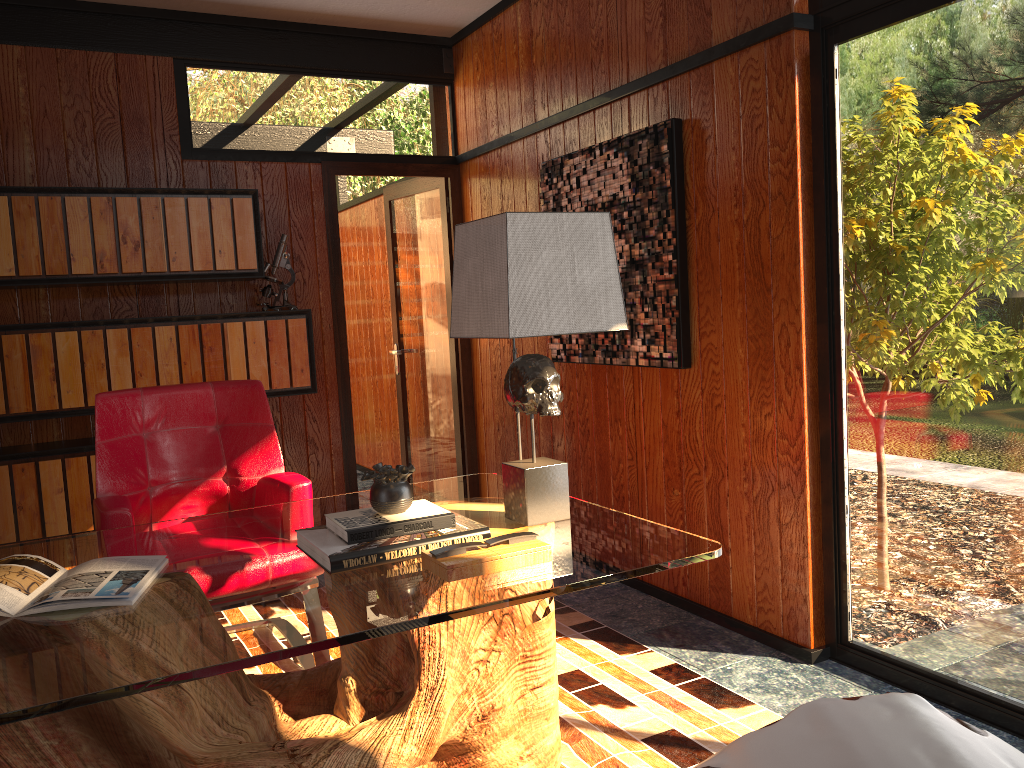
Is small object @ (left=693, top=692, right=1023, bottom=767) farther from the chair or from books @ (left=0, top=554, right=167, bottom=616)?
the chair

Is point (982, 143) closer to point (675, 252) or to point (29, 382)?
point (675, 252)

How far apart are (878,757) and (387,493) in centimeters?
116cm

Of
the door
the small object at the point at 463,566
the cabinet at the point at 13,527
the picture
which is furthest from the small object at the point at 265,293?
the small object at the point at 463,566

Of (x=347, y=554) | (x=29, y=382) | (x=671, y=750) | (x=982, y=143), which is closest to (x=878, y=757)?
(x=347, y=554)

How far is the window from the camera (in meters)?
2.22

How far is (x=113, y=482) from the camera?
2.84m

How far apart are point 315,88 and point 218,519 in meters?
2.7 m

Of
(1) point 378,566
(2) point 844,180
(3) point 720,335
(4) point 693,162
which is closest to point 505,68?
(4) point 693,162

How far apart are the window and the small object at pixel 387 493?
1.4 meters
